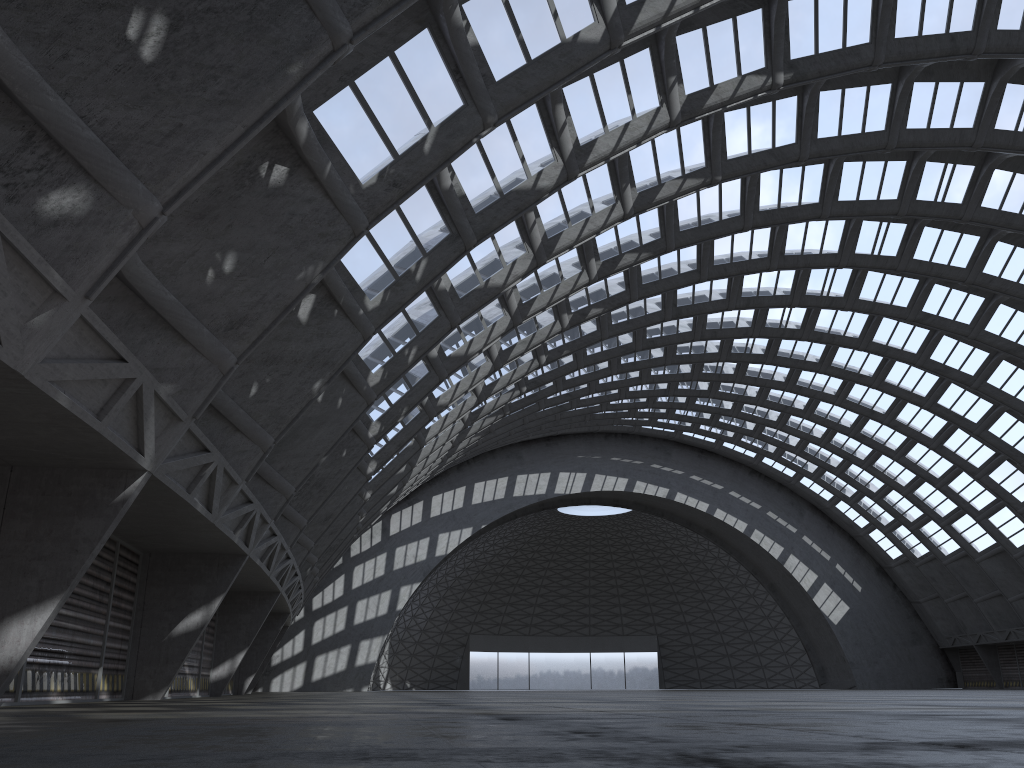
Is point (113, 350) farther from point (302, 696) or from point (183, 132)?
point (302, 696)

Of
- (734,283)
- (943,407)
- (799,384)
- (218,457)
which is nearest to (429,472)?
(734,283)
